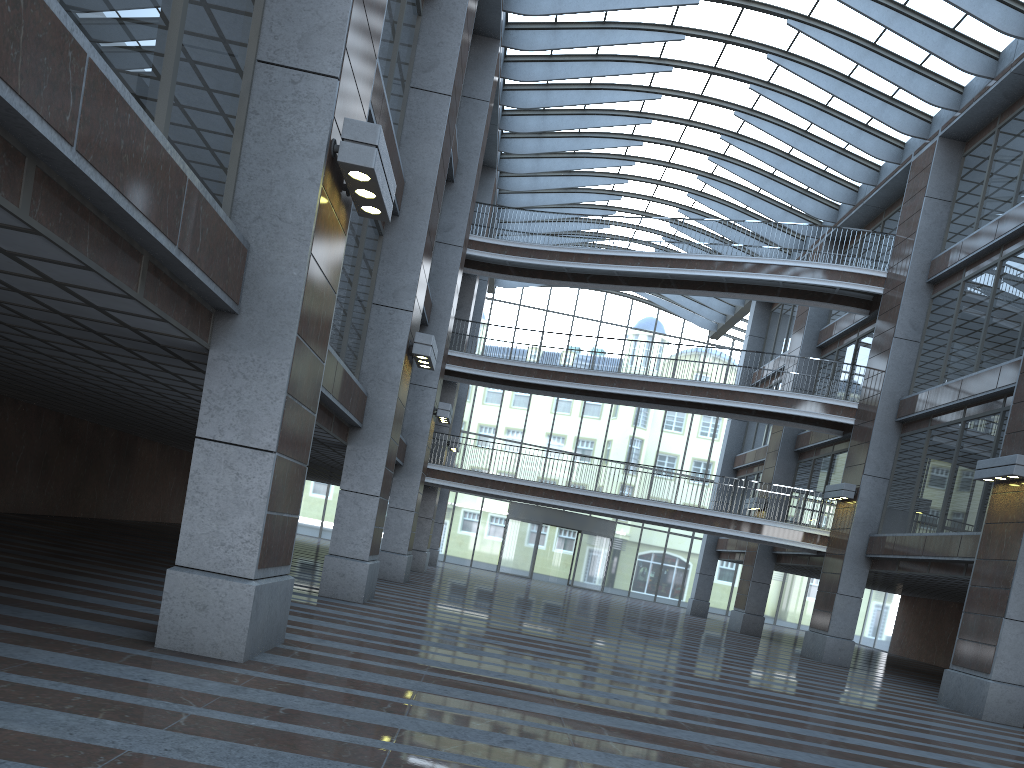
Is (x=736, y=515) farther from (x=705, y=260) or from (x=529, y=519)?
(x=529, y=519)
